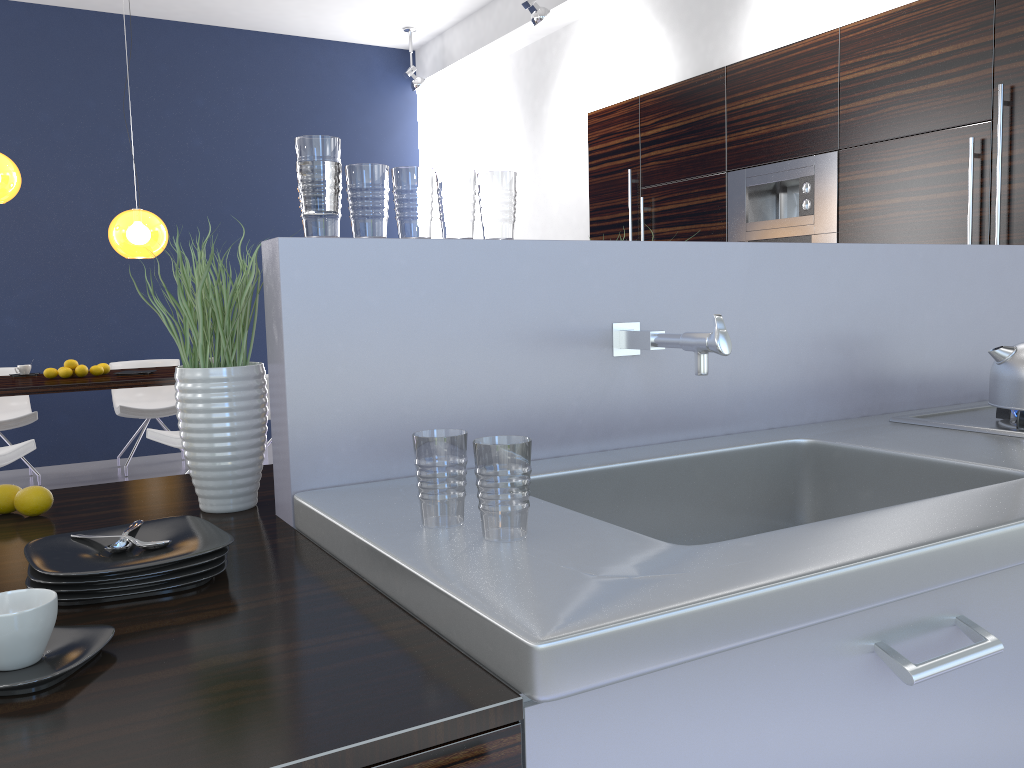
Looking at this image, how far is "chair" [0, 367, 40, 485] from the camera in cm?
597

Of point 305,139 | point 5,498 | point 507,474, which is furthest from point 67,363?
point 507,474

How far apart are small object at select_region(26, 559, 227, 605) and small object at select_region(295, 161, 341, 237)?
0.5 meters

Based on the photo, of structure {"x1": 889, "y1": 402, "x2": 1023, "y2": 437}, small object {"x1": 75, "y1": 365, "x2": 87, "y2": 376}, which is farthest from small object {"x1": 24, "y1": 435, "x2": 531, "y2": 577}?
small object {"x1": 75, "y1": 365, "x2": 87, "y2": 376}

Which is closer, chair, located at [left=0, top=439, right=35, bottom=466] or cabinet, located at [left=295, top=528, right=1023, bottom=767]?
cabinet, located at [left=295, top=528, right=1023, bottom=767]

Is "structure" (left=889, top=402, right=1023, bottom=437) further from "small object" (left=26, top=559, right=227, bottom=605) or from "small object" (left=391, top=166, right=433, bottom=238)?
"small object" (left=26, top=559, right=227, bottom=605)

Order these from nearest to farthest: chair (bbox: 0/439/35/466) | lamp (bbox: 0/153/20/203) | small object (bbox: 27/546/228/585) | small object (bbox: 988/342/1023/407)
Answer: small object (bbox: 27/546/228/585), small object (bbox: 988/342/1023/407), chair (bbox: 0/439/35/466), lamp (bbox: 0/153/20/203)

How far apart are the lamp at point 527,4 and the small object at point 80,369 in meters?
3.6 m

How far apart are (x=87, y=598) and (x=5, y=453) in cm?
407

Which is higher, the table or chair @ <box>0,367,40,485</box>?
the table
